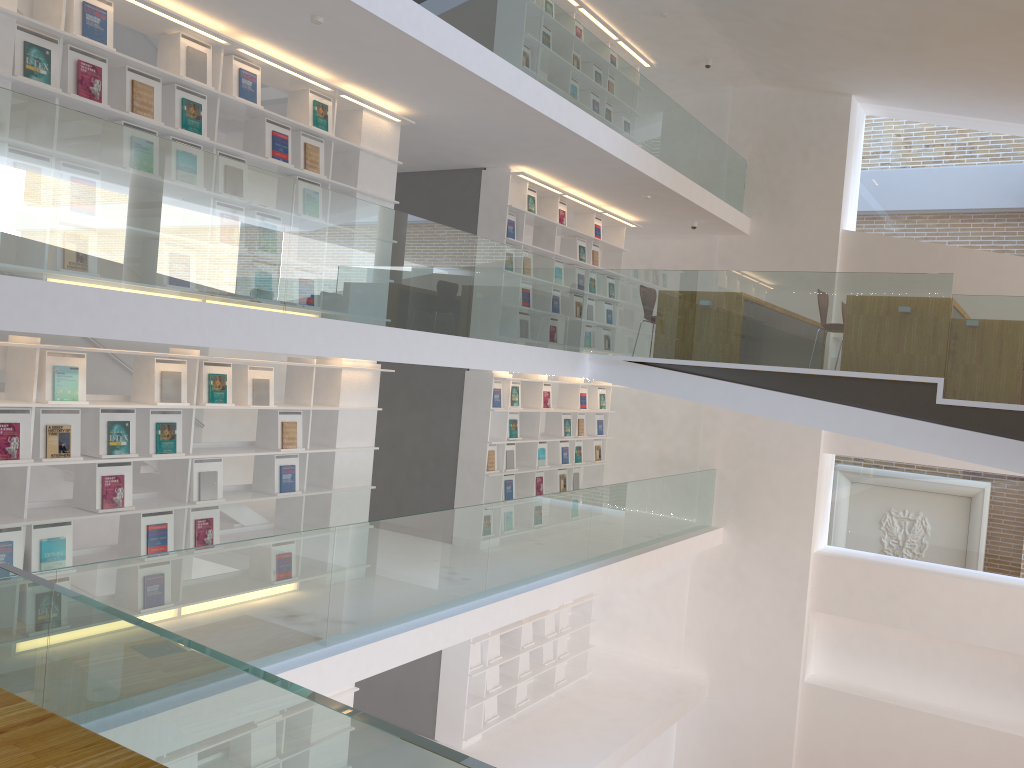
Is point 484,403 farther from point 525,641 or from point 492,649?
point 525,641

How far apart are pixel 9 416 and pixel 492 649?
5.9 meters

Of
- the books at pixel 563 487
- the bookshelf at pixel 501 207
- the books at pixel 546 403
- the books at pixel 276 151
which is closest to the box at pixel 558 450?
the books at pixel 563 487

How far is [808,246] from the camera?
11.3m

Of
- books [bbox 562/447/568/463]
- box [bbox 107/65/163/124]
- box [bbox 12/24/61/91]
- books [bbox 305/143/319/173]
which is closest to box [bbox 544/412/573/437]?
books [bbox 562/447/568/463]

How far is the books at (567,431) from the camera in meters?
10.5

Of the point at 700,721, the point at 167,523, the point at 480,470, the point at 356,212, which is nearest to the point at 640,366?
the point at 480,470

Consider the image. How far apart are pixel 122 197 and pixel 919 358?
5.49m

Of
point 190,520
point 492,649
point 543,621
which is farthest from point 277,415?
point 543,621

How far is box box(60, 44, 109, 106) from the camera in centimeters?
499cm
